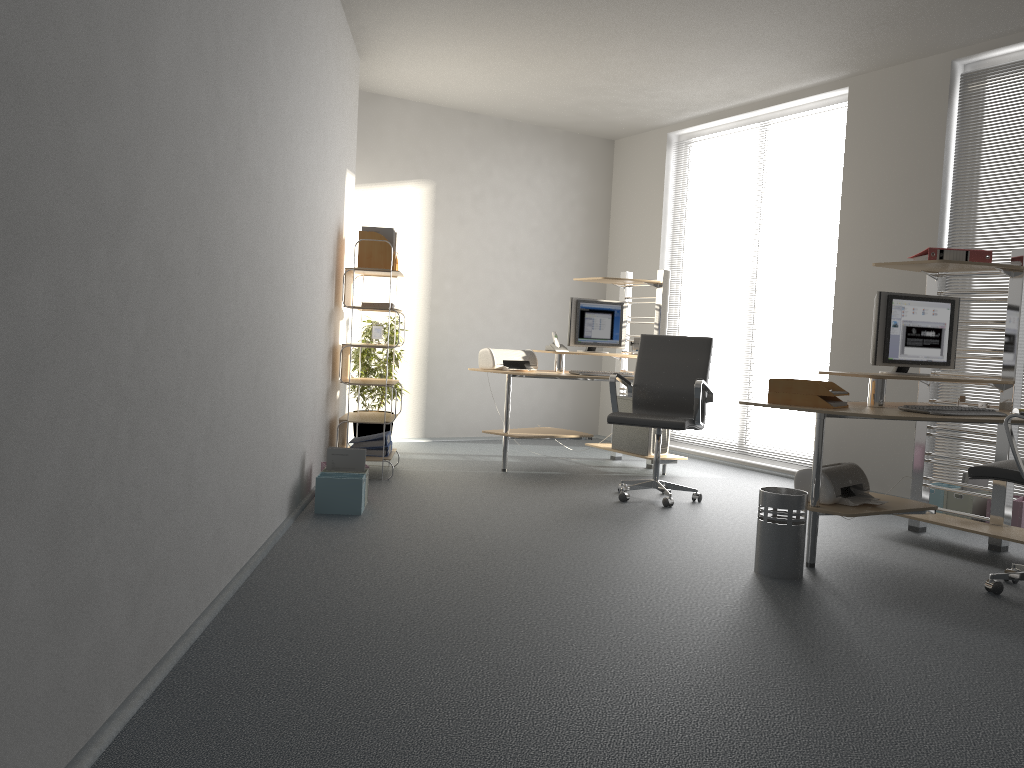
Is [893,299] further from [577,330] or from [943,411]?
[577,330]

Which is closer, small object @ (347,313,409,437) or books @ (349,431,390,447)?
books @ (349,431,390,447)

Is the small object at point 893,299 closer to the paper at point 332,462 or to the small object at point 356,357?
the paper at point 332,462

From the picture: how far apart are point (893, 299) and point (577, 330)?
2.75m

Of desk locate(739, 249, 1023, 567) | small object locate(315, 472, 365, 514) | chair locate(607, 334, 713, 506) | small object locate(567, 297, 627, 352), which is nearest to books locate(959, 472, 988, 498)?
desk locate(739, 249, 1023, 567)

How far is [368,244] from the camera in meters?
5.9

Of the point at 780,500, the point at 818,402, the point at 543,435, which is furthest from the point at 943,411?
the point at 543,435

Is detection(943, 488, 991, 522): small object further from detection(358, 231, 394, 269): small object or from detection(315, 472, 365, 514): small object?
detection(358, 231, 394, 269): small object

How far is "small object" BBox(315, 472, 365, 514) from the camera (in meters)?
4.68

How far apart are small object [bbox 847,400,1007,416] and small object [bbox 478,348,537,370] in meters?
3.1
